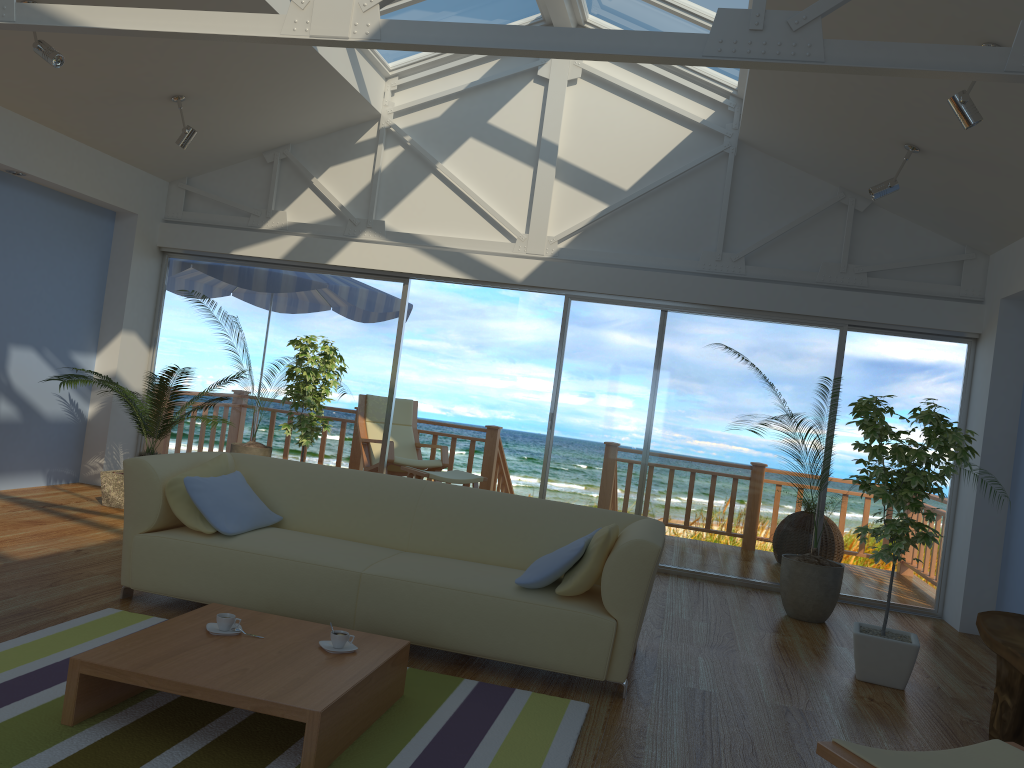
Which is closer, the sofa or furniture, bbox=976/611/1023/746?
furniture, bbox=976/611/1023/746

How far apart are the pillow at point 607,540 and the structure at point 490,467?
5.0 meters

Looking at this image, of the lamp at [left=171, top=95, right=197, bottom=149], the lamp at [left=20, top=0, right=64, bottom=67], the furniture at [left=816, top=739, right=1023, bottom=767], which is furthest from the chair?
the furniture at [left=816, top=739, right=1023, bottom=767]

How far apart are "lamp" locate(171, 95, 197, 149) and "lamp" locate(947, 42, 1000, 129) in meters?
4.7

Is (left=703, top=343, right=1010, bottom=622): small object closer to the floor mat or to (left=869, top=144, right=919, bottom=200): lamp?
(left=869, top=144, right=919, bottom=200): lamp

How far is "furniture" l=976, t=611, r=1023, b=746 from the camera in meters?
3.4

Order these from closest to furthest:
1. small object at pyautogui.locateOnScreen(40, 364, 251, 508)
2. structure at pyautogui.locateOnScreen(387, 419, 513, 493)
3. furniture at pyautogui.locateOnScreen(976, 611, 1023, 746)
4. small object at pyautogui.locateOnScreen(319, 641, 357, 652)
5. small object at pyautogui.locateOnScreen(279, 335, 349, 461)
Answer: small object at pyautogui.locateOnScreen(319, 641, 357, 652) → furniture at pyautogui.locateOnScreen(976, 611, 1023, 746) → small object at pyautogui.locateOnScreen(40, 364, 251, 508) → small object at pyautogui.locateOnScreen(279, 335, 349, 461) → structure at pyautogui.locateOnScreen(387, 419, 513, 493)

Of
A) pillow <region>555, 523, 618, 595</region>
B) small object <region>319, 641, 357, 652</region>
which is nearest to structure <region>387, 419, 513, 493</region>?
pillow <region>555, 523, 618, 595</region>

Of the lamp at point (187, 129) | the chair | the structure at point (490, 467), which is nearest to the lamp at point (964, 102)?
the lamp at point (187, 129)

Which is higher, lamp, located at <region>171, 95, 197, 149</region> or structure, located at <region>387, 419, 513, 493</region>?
lamp, located at <region>171, 95, 197, 149</region>
